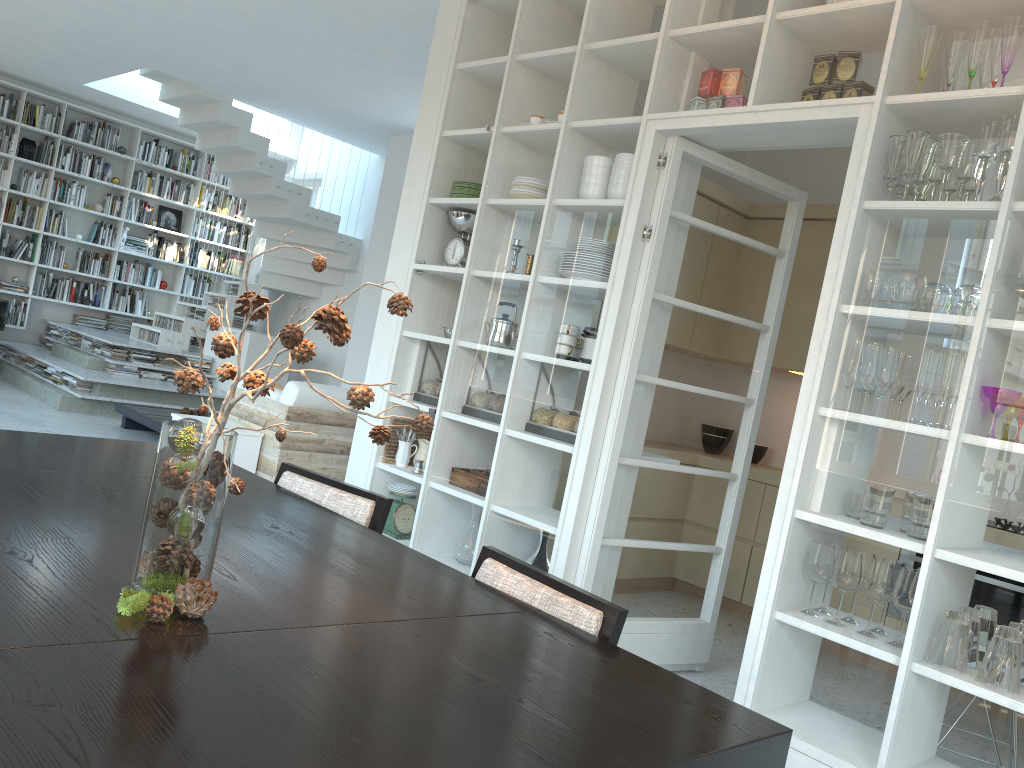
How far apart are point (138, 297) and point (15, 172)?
1.9 meters

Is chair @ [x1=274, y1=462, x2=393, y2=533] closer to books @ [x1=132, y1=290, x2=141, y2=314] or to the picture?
books @ [x1=132, y1=290, x2=141, y2=314]

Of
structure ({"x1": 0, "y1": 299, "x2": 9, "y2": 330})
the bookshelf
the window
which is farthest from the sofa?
the window

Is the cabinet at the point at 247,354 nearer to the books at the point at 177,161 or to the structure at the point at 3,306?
the structure at the point at 3,306

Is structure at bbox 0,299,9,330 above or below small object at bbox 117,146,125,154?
below

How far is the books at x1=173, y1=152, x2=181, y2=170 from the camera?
11.11m

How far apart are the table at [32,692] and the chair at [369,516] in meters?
0.1 m

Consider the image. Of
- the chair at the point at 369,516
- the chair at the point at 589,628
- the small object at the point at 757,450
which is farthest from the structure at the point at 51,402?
the chair at the point at 589,628

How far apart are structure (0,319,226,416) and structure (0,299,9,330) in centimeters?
42cm

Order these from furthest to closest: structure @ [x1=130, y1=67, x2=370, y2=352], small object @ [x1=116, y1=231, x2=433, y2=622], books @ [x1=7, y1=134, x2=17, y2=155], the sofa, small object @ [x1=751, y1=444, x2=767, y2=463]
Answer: books @ [x1=7, y1=134, x2=17, y2=155] < structure @ [x1=130, y1=67, x2=370, y2=352] < small object @ [x1=751, y1=444, x2=767, y2=463] < the sofa < small object @ [x1=116, y1=231, x2=433, y2=622]
